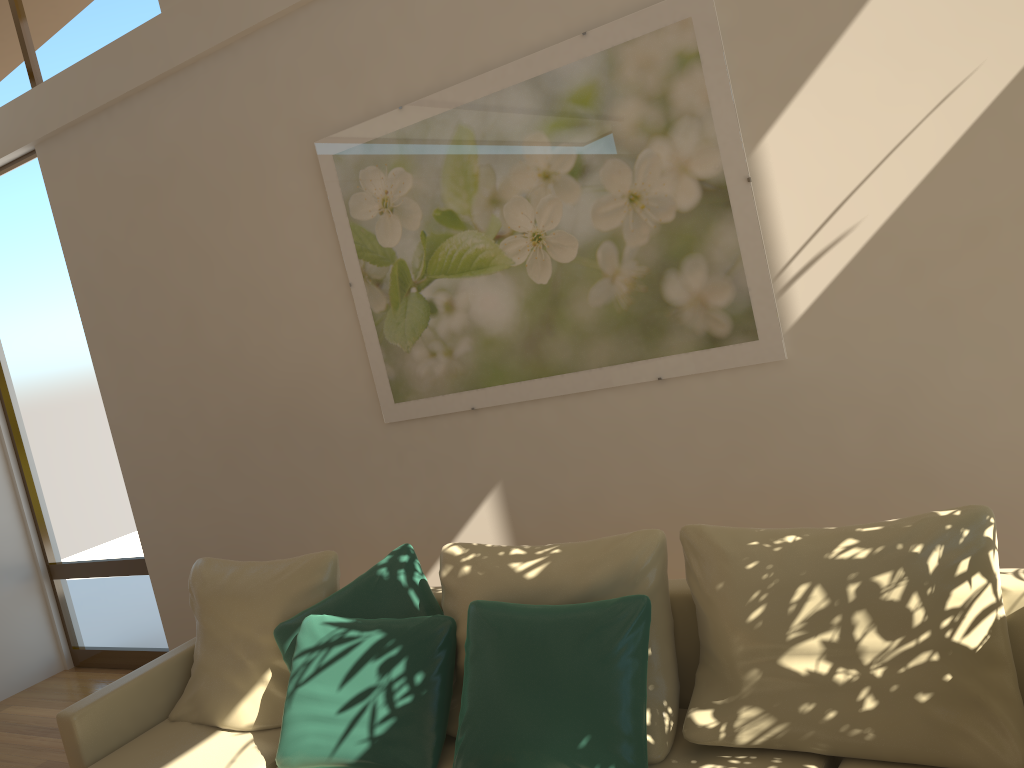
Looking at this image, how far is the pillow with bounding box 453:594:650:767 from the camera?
2.3m

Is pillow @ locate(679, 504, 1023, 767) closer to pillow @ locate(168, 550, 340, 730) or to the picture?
the picture

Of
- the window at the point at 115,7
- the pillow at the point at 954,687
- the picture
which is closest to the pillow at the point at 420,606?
the picture

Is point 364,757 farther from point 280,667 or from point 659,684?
point 659,684

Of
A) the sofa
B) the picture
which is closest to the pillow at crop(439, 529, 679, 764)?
the sofa

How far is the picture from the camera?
3.1m

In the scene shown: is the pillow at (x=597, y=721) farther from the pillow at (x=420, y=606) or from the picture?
the picture

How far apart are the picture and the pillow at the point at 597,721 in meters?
1.1 m

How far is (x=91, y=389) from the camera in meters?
5.2

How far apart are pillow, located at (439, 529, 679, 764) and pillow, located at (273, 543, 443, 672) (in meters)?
0.16
